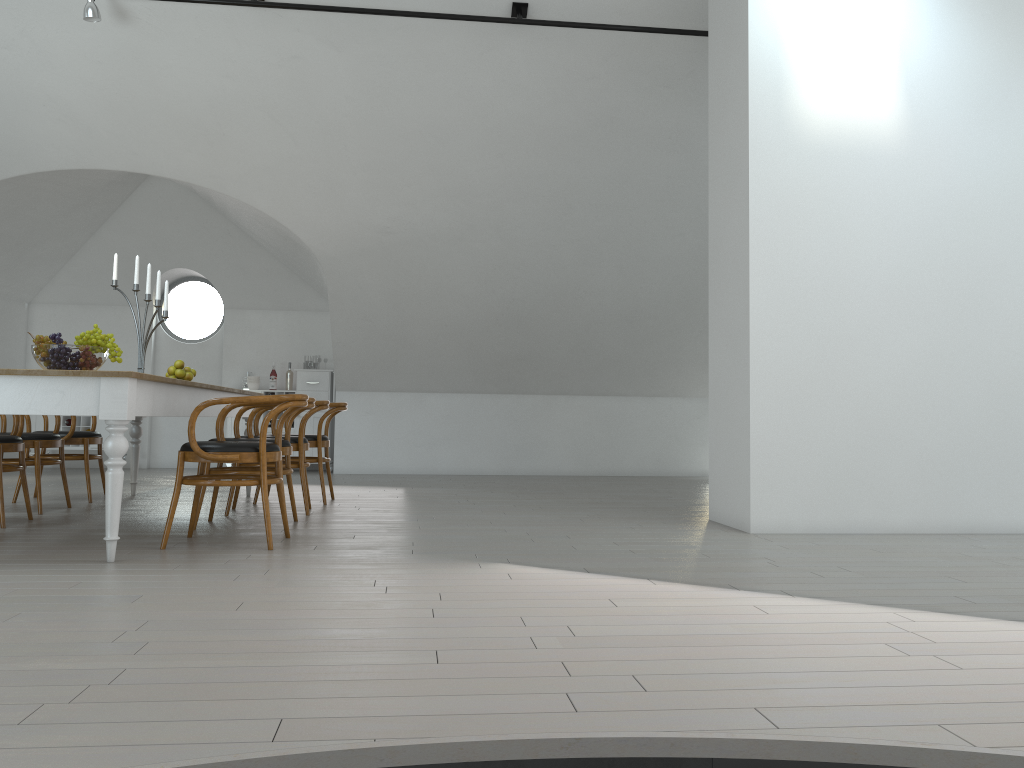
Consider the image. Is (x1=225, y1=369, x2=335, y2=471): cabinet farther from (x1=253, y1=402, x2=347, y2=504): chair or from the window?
(x1=253, y1=402, x2=347, y2=504): chair

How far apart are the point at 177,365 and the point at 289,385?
3.8 meters

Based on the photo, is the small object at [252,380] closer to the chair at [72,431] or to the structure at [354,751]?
the chair at [72,431]

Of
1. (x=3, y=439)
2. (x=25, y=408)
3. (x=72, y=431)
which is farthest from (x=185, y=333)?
(x=25, y=408)

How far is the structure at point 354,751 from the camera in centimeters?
168cm

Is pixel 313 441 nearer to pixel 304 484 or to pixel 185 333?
pixel 304 484

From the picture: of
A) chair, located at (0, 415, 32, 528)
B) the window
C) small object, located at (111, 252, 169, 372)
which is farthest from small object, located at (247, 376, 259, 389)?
chair, located at (0, 415, 32, 528)

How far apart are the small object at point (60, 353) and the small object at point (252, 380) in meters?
5.6

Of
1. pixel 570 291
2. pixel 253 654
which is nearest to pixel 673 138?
pixel 570 291

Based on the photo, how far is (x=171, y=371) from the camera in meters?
6.3 m
